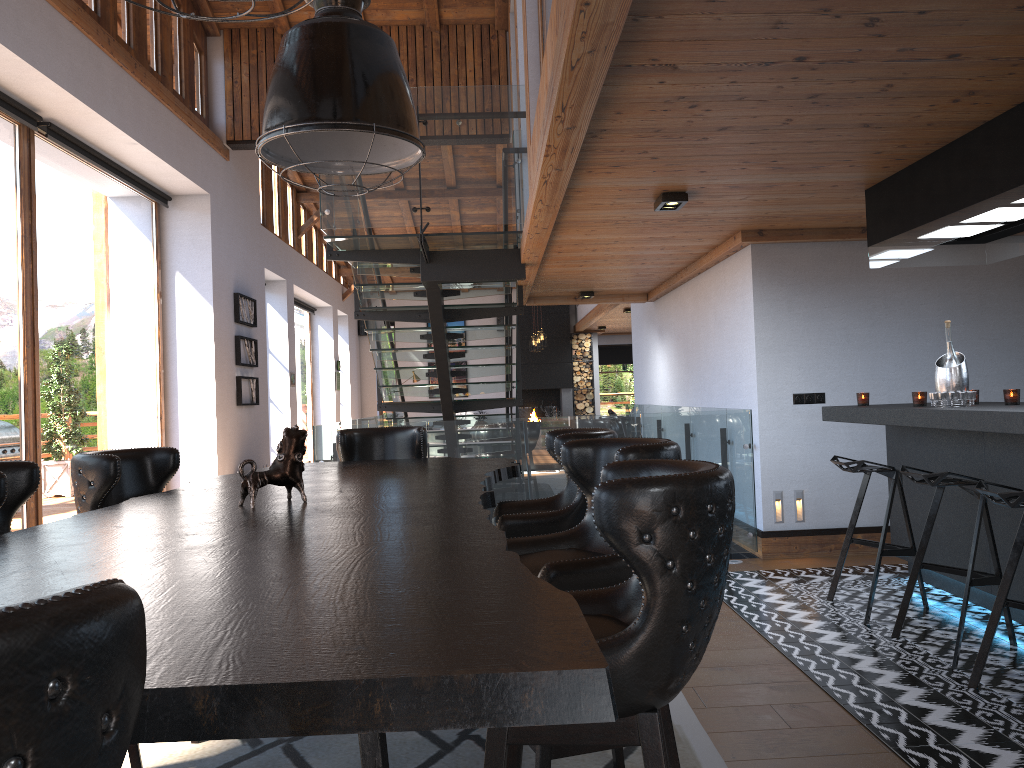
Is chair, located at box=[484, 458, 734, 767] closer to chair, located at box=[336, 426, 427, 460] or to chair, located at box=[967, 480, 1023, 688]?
chair, located at box=[967, 480, 1023, 688]

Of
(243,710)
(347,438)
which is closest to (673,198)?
(347,438)

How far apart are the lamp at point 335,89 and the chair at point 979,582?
2.6m

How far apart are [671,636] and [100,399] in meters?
7.6

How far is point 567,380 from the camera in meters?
19.5

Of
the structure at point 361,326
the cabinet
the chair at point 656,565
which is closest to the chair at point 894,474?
the cabinet

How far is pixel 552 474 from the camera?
6.5m

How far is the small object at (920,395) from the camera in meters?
4.8 m

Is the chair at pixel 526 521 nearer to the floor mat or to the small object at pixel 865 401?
the floor mat

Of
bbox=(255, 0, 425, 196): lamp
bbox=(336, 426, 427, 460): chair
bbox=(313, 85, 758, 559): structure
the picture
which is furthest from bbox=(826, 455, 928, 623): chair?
the picture
